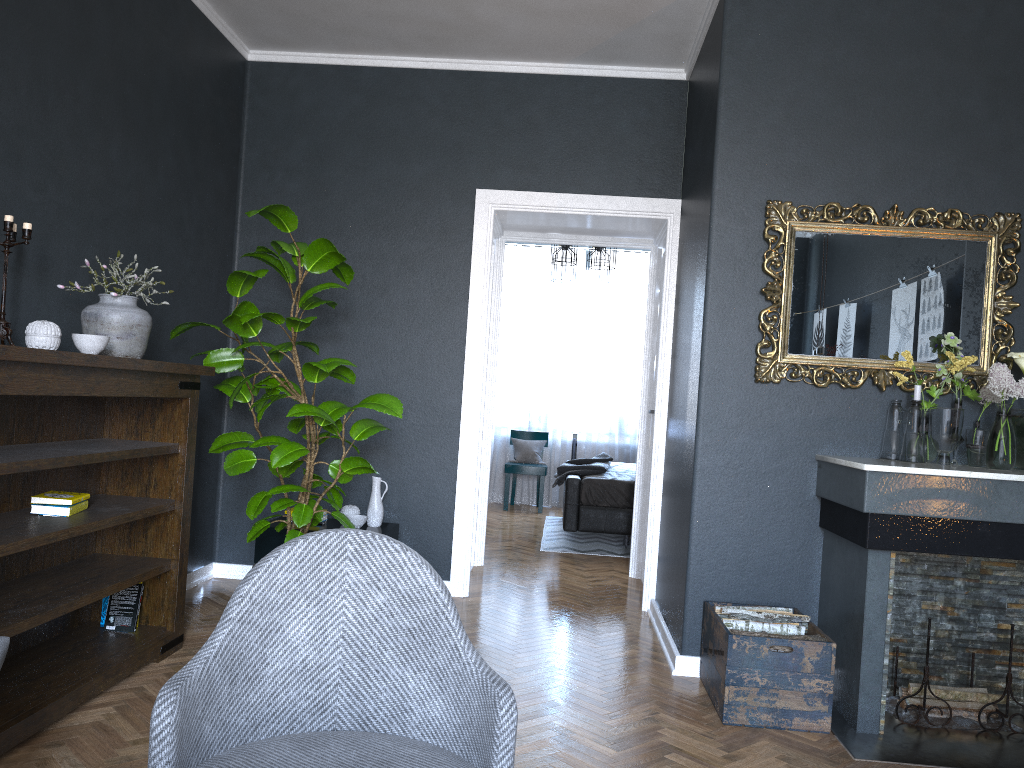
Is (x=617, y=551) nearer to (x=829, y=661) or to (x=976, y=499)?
(x=829, y=661)

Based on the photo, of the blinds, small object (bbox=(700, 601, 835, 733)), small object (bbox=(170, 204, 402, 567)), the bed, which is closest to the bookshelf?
small object (bbox=(170, 204, 402, 567))

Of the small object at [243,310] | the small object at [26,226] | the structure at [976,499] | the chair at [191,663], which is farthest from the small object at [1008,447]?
the small object at [26,226]

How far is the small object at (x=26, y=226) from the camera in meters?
2.8

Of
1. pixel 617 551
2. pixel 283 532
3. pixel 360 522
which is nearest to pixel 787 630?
pixel 360 522

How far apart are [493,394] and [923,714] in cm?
328

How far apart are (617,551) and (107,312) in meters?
4.5 m

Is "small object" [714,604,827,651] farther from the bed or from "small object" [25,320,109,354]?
the bed

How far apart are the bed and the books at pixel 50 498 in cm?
400

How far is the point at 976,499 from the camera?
3.1m
